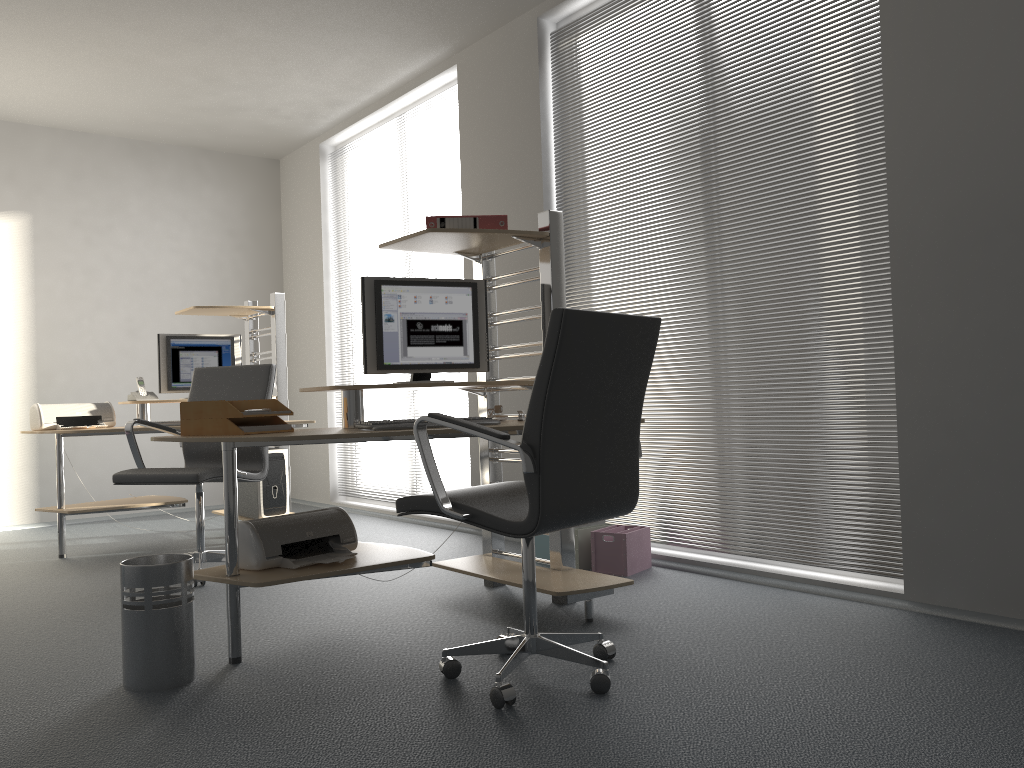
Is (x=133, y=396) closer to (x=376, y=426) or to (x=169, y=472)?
(x=169, y=472)

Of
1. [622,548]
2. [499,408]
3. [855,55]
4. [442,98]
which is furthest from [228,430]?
[442,98]

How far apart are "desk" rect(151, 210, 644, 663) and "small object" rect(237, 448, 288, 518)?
2.0 meters

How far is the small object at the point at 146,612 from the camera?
2.6 meters

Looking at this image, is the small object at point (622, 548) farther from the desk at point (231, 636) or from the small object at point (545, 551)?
the desk at point (231, 636)

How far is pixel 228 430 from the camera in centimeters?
290cm

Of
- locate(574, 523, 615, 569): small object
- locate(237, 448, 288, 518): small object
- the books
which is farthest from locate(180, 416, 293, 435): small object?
locate(237, 448, 288, 518): small object

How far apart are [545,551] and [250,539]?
1.8 meters

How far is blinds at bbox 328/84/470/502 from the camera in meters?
5.8

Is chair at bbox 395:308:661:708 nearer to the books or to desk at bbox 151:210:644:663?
desk at bbox 151:210:644:663
